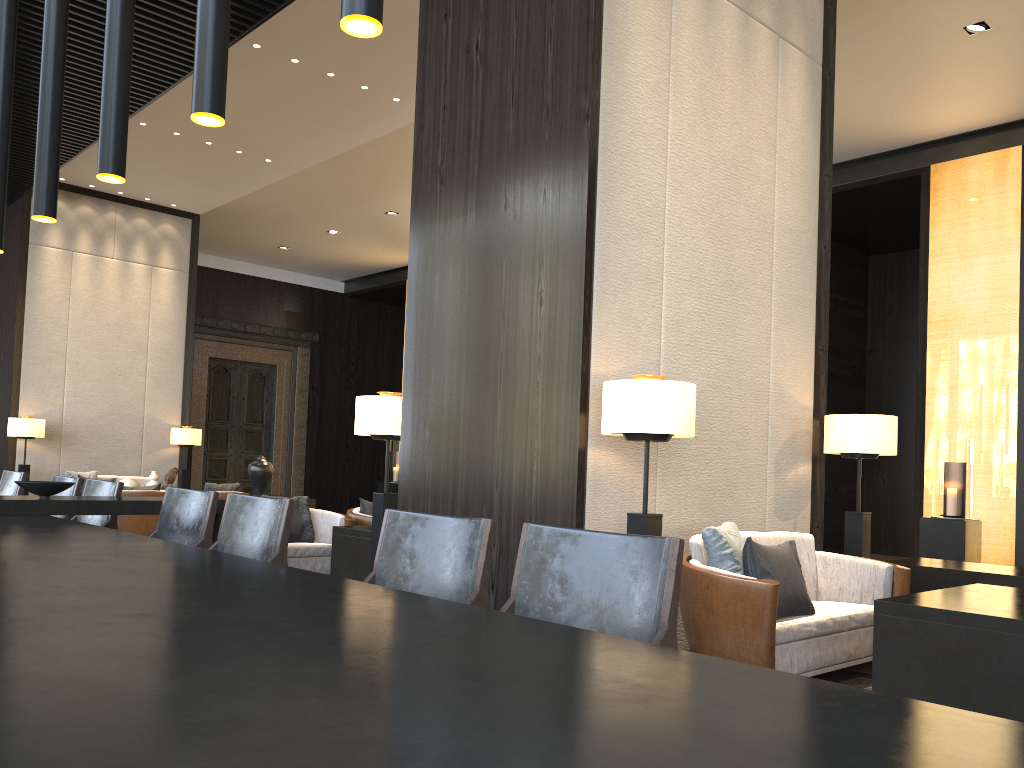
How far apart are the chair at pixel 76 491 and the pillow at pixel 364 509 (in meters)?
2.60

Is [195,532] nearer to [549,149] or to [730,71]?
[549,149]

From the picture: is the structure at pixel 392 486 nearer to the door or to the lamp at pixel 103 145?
the door

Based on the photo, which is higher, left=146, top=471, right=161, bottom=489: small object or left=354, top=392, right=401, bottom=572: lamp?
left=354, top=392, right=401, bottom=572: lamp

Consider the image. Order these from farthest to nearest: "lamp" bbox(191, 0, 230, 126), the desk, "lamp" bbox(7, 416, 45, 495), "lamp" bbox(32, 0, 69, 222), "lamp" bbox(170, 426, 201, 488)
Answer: "lamp" bbox(170, 426, 201, 488), "lamp" bbox(7, 416, 45, 495), "lamp" bbox(32, 0, 69, 222), "lamp" bbox(191, 0, 230, 126), the desk

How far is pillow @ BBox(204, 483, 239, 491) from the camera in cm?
935

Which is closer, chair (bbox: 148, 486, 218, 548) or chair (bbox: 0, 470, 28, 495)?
chair (bbox: 148, 486, 218, 548)

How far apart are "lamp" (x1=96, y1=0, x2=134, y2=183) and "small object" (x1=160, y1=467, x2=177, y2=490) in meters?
8.6

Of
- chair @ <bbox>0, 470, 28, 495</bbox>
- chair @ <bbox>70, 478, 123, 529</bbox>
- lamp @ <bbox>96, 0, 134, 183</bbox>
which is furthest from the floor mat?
chair @ <bbox>0, 470, 28, 495</bbox>

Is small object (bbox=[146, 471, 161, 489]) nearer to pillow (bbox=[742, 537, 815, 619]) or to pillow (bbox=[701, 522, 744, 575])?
pillow (bbox=[701, 522, 744, 575])
